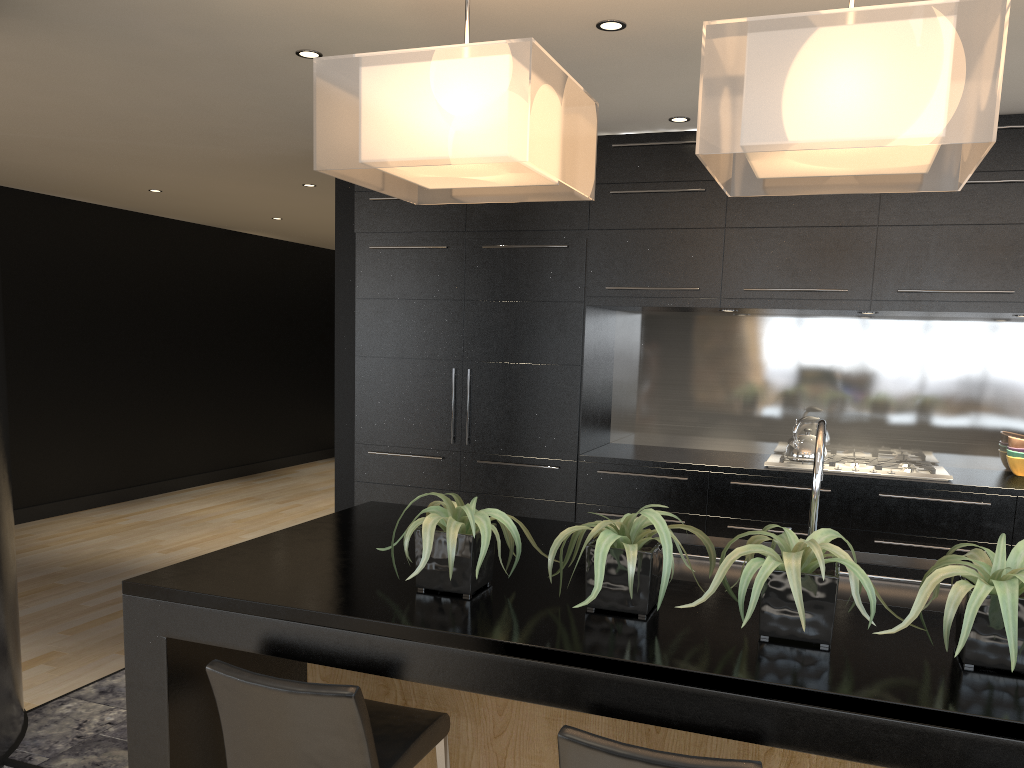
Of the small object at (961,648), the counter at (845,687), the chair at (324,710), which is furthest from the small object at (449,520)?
the small object at (961,648)

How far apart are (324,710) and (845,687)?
1.0m

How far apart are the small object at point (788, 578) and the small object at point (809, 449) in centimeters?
279cm

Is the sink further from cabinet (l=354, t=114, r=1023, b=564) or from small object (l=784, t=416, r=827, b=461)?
small object (l=784, t=416, r=827, b=461)

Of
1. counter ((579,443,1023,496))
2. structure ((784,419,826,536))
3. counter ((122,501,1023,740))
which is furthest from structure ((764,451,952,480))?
structure ((784,419,826,536))

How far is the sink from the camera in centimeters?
241cm

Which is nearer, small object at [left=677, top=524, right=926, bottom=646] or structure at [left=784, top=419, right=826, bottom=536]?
small object at [left=677, top=524, right=926, bottom=646]

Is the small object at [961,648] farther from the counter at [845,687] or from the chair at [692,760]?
the chair at [692,760]

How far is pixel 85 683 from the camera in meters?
4.1

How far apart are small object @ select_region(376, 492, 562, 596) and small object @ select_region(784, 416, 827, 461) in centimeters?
286cm
